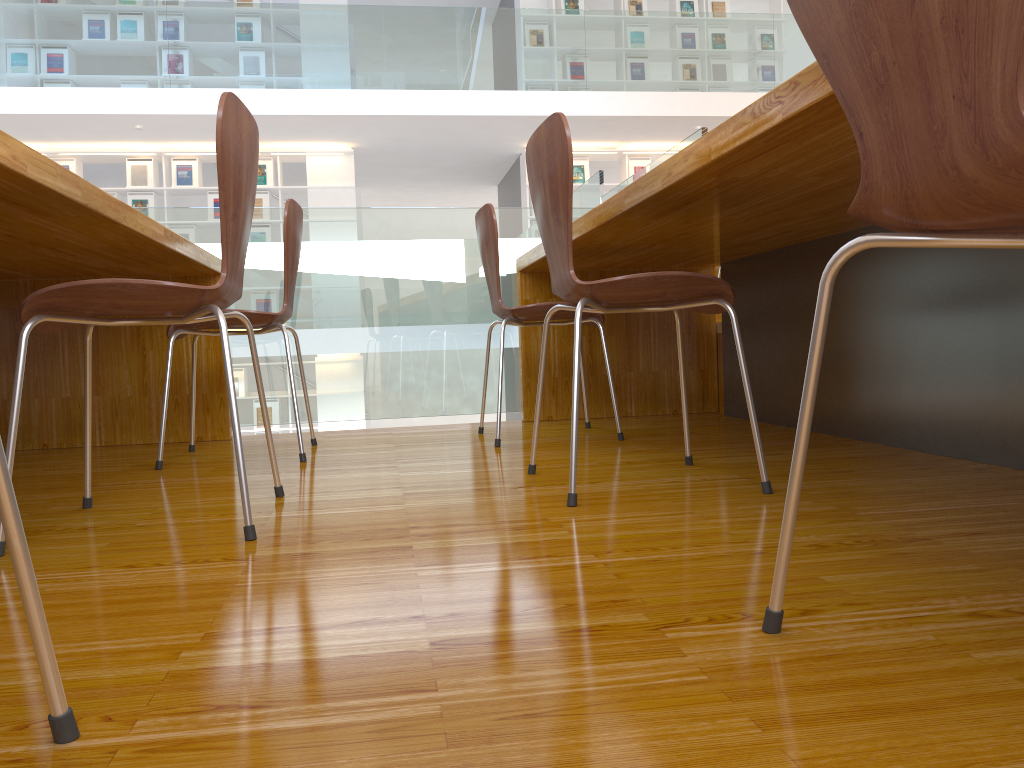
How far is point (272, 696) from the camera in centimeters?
73cm

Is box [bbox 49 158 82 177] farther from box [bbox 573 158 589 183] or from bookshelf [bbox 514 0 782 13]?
box [bbox 573 158 589 183]

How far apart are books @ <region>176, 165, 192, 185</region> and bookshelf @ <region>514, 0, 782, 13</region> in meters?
3.7 m

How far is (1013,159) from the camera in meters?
0.6

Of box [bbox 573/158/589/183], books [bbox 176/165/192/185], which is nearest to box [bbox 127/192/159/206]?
books [bbox 176/165/192/185]

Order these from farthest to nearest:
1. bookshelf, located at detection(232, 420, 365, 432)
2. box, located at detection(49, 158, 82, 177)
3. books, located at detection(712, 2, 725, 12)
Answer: books, located at detection(712, 2, 725, 12) → bookshelf, located at detection(232, 420, 365, 432) → box, located at detection(49, 158, 82, 177)

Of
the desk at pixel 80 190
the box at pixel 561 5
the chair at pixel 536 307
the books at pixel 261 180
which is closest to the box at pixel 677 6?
the box at pixel 561 5

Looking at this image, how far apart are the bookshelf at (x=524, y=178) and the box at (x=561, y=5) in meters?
1.6

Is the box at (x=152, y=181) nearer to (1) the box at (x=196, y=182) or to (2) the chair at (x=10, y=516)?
(1) the box at (x=196, y=182)

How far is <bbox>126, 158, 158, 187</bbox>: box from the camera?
8.59m
